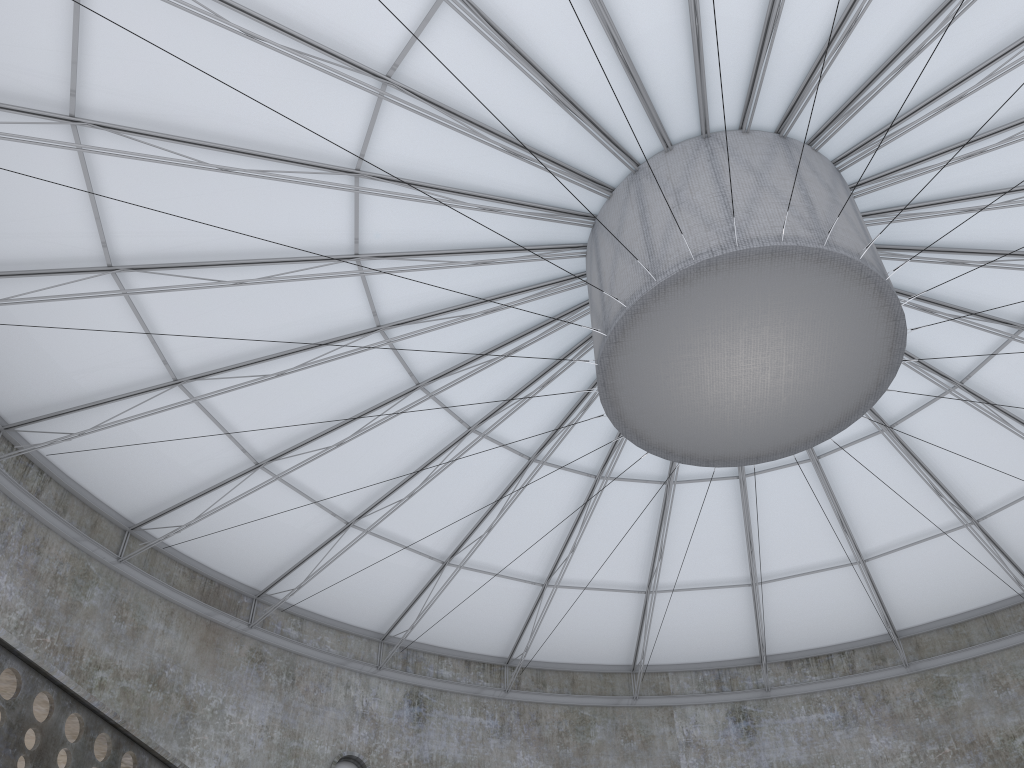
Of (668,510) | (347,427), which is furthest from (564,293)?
(668,510)
